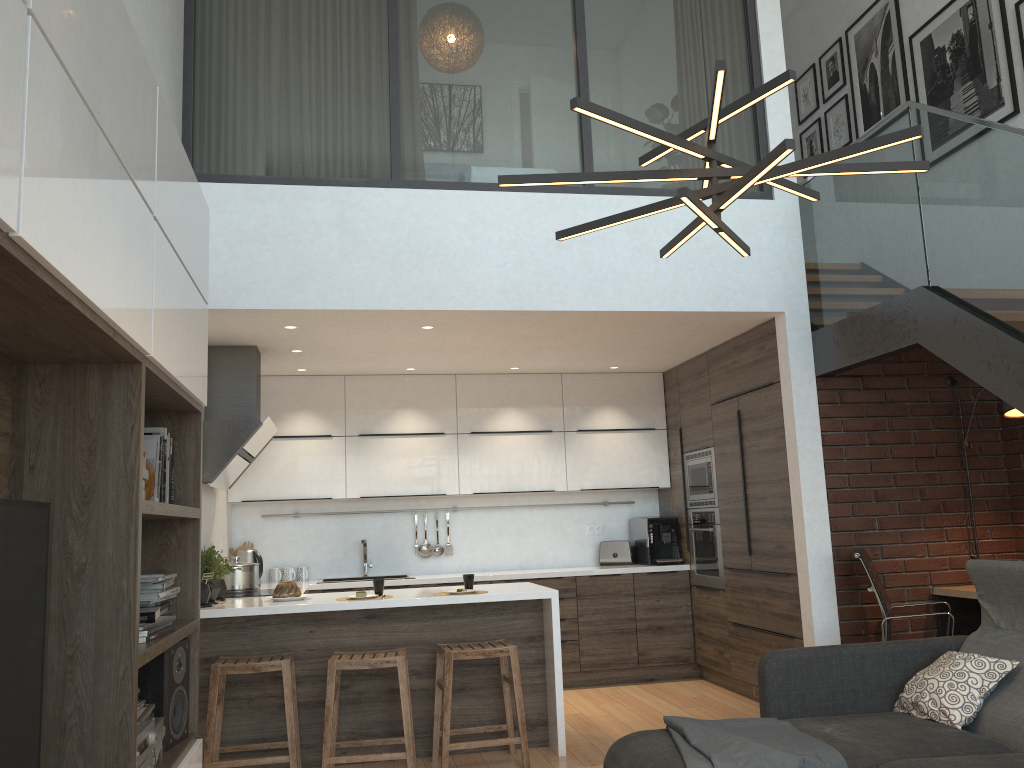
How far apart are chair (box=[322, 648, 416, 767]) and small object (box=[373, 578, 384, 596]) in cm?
38

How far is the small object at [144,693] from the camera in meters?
2.9

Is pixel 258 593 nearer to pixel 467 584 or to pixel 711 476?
pixel 467 584

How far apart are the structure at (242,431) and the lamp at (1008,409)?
4.2 meters

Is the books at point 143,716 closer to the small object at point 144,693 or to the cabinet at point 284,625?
the small object at point 144,693

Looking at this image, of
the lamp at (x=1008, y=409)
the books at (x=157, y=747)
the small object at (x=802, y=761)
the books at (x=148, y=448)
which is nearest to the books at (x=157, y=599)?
the books at (x=148, y=448)

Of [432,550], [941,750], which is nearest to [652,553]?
[432,550]

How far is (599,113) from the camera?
2.2m

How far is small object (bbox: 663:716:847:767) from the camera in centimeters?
287cm

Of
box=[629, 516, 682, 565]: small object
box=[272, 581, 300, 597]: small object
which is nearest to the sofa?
box=[272, 581, 300, 597]: small object
